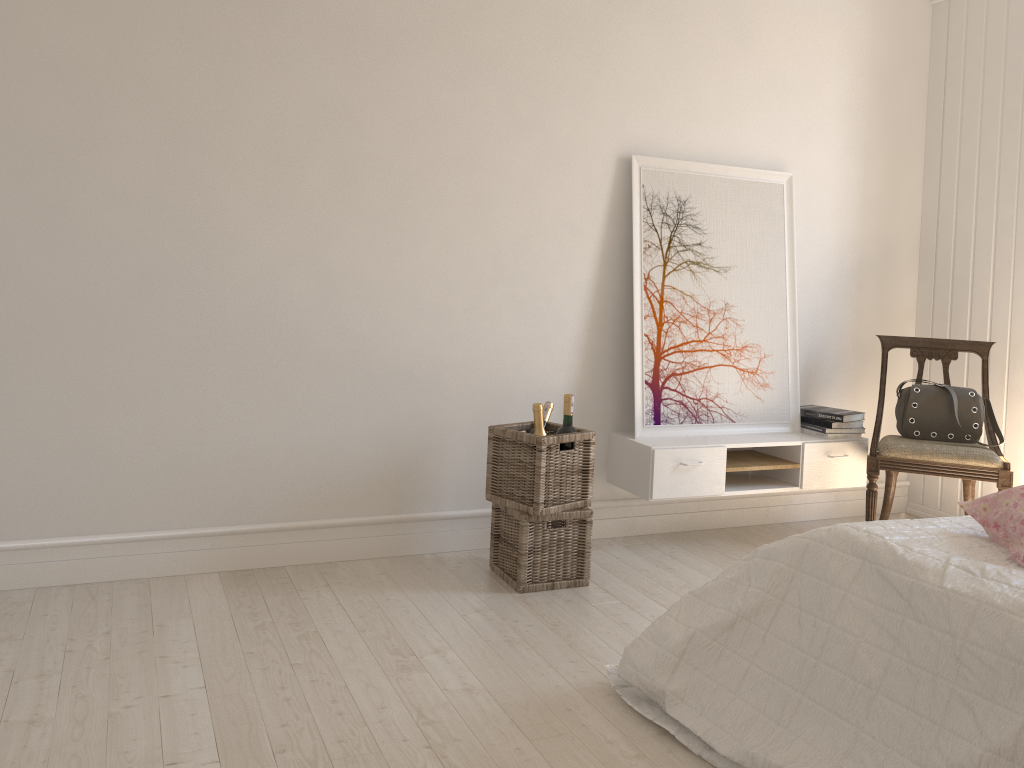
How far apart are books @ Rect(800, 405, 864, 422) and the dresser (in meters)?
0.64

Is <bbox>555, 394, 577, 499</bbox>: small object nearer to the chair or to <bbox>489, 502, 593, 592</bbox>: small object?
<bbox>489, 502, 593, 592</bbox>: small object

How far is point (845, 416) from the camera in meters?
3.8 m

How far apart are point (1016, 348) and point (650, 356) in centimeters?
167cm

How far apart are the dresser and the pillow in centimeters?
202cm

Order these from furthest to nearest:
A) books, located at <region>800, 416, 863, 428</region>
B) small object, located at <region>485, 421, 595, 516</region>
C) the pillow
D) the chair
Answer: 1. books, located at <region>800, 416, 863, 428</region>
2. the chair
3. small object, located at <region>485, 421, 595, 516</region>
4. the pillow

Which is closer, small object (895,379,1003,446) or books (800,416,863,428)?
small object (895,379,1003,446)

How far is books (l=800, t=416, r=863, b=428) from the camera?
3.8m

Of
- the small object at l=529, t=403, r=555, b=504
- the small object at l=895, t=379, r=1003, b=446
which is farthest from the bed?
the small object at l=895, t=379, r=1003, b=446

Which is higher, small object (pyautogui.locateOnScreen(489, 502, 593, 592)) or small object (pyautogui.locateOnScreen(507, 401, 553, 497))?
small object (pyautogui.locateOnScreen(507, 401, 553, 497))
